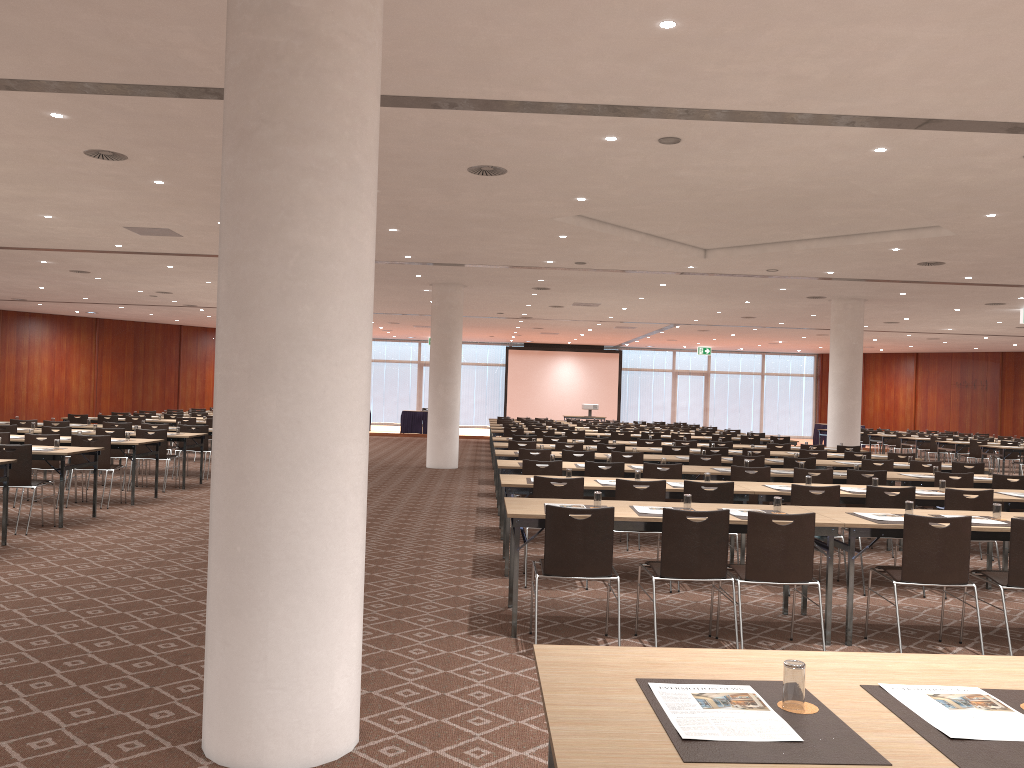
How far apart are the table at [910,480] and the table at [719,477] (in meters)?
0.14

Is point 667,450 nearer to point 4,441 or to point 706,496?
point 706,496

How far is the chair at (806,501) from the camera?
7.61m

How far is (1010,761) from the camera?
2.0 meters

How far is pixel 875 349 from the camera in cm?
Result: 3600

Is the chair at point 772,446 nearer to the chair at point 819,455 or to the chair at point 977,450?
the chair at point 819,455

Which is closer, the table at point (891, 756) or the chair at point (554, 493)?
the table at point (891, 756)

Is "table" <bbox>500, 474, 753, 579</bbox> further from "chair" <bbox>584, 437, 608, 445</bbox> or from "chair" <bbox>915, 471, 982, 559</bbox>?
"chair" <bbox>584, 437, 608, 445</bbox>

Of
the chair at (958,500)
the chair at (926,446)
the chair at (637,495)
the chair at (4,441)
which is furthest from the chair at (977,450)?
the chair at (4,441)

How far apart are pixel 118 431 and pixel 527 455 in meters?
6.4
